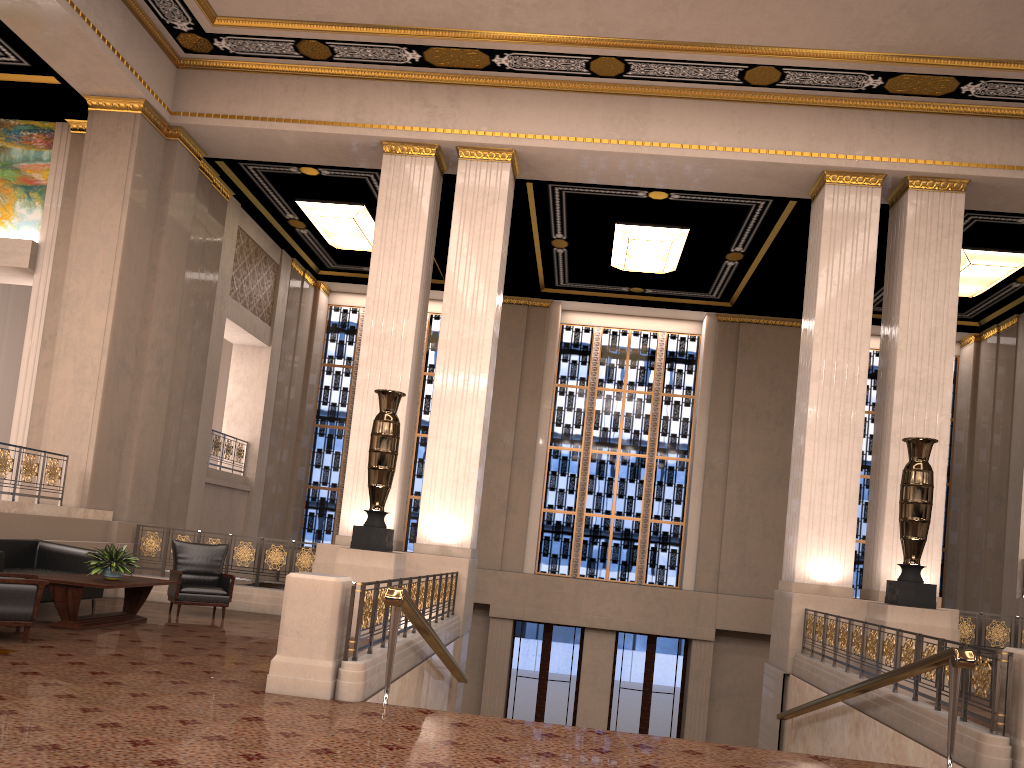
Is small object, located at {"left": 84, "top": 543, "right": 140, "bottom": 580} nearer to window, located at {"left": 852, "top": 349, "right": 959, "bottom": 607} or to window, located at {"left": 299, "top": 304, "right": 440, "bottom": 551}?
window, located at {"left": 299, "top": 304, "right": 440, "bottom": 551}

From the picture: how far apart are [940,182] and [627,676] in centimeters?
1063cm

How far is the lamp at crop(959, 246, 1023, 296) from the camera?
13.9m

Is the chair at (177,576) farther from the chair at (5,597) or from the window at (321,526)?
the window at (321,526)

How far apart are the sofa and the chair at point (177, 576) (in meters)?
0.76

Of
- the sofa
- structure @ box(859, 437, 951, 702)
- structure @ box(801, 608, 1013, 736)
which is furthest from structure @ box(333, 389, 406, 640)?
structure @ box(859, 437, 951, 702)

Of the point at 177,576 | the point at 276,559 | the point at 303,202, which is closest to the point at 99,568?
the point at 177,576

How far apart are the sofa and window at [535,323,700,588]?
10.25m

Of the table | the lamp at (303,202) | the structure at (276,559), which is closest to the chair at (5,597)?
the table

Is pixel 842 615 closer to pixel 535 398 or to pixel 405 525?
pixel 535 398
